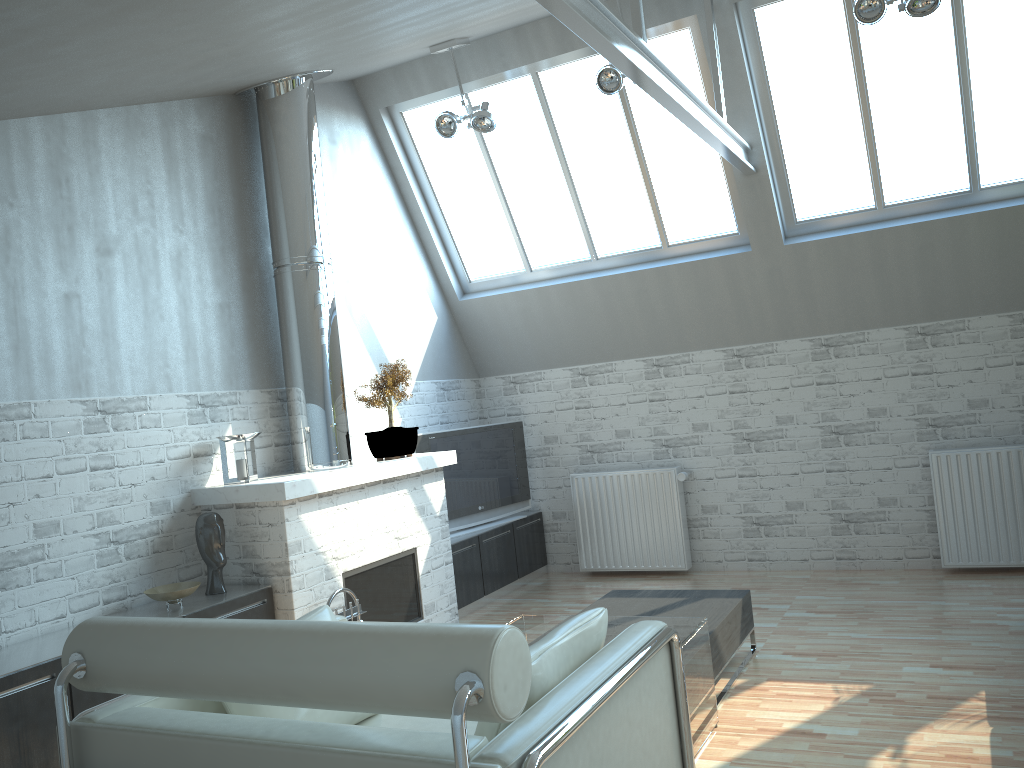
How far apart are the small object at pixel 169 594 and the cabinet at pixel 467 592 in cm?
424

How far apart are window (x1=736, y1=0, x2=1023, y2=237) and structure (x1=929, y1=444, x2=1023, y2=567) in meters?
3.1 m

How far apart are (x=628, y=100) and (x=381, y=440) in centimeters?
552cm

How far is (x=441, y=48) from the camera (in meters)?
10.92

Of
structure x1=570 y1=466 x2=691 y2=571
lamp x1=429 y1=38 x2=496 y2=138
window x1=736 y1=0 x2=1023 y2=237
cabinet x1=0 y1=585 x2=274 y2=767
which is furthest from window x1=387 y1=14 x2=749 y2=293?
cabinet x1=0 y1=585 x2=274 y2=767

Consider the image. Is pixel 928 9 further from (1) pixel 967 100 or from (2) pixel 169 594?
(2) pixel 169 594

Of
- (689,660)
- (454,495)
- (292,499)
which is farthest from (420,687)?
(454,495)

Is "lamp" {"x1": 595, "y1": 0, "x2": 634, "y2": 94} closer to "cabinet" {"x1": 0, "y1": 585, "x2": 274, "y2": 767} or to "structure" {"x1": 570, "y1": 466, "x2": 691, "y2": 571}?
"structure" {"x1": 570, "y1": 466, "x2": 691, "y2": 571}

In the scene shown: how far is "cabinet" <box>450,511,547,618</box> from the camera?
12.2 meters

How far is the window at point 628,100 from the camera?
11.75m
